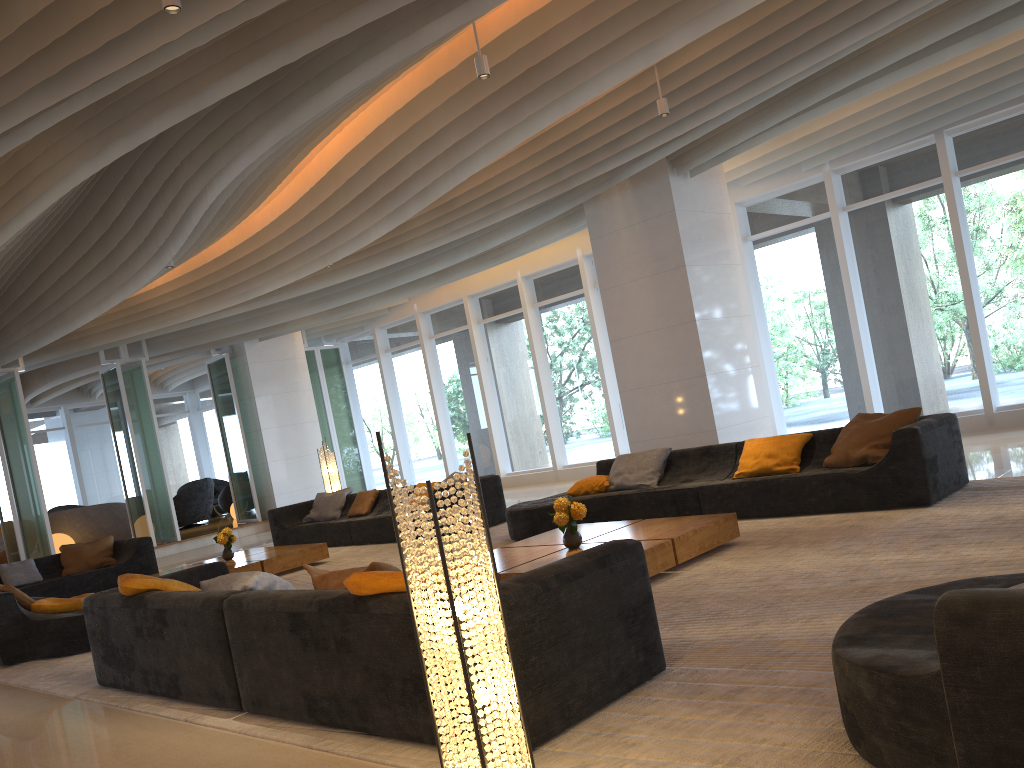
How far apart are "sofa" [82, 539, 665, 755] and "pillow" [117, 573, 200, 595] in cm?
5

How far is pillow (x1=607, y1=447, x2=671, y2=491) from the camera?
8.2m

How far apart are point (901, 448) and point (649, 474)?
2.52m

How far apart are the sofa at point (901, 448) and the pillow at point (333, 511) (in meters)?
4.14

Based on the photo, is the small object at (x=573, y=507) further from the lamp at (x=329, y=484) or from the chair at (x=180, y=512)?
the chair at (x=180, y=512)

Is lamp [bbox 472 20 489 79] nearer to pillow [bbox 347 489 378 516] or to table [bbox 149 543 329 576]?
table [bbox 149 543 329 576]

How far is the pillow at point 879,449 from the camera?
6.75m

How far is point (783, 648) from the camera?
3.7m

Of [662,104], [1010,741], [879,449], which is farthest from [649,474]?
[1010,741]

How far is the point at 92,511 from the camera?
16.73m
